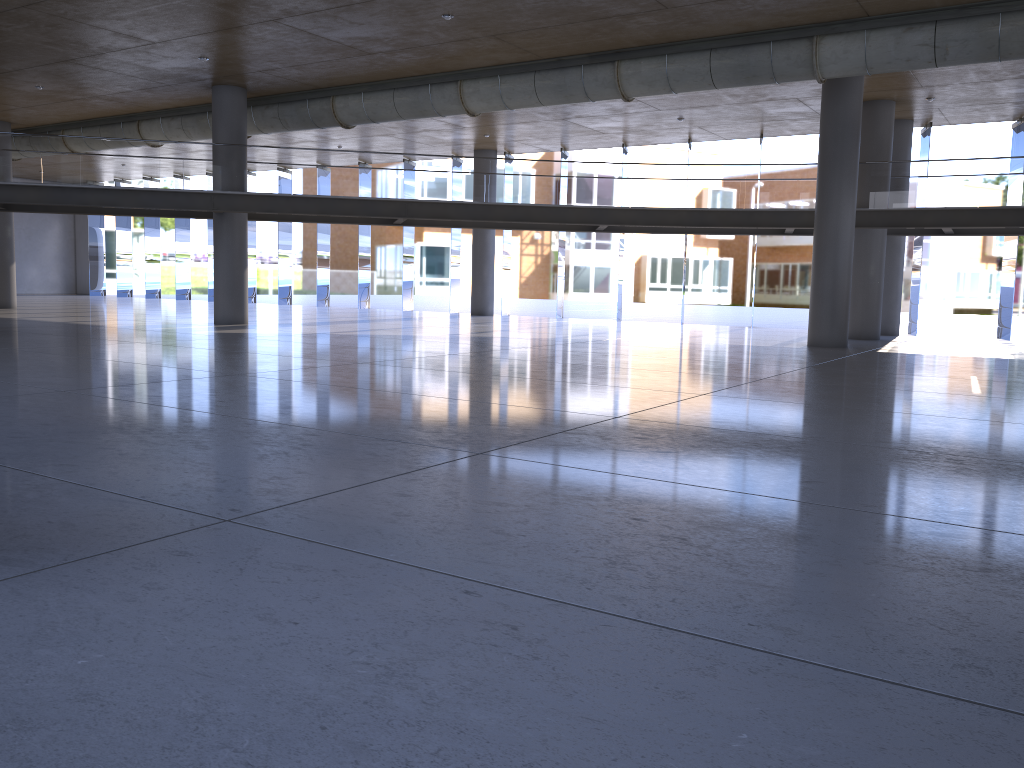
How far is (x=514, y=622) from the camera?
3.1 meters
